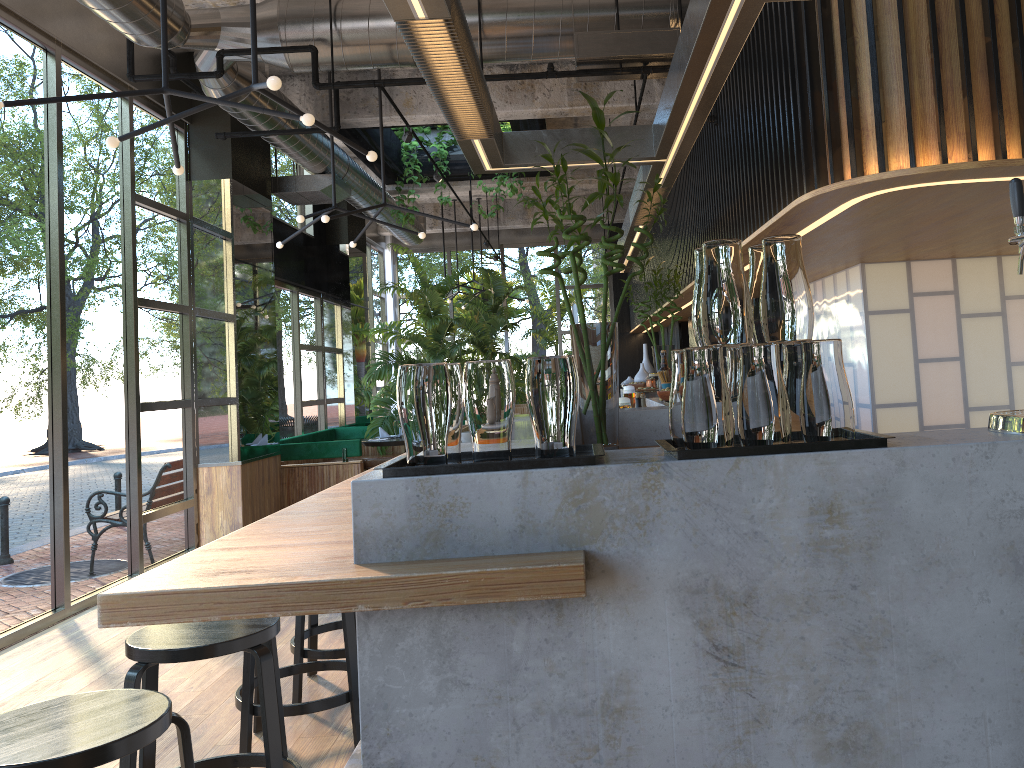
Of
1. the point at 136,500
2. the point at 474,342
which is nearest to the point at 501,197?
the point at 474,342

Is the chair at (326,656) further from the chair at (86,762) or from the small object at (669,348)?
the small object at (669,348)

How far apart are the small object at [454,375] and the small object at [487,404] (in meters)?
0.06

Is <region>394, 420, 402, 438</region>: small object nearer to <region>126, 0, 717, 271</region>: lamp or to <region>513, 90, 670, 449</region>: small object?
<region>126, 0, 717, 271</region>: lamp

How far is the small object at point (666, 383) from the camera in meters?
4.8

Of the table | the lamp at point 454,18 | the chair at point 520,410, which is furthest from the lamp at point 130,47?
the table

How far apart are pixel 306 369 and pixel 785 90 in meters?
8.7 m

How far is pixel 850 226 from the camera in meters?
4.4

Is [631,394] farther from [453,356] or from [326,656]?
[453,356]

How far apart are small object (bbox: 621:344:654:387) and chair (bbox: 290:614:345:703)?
3.8m
